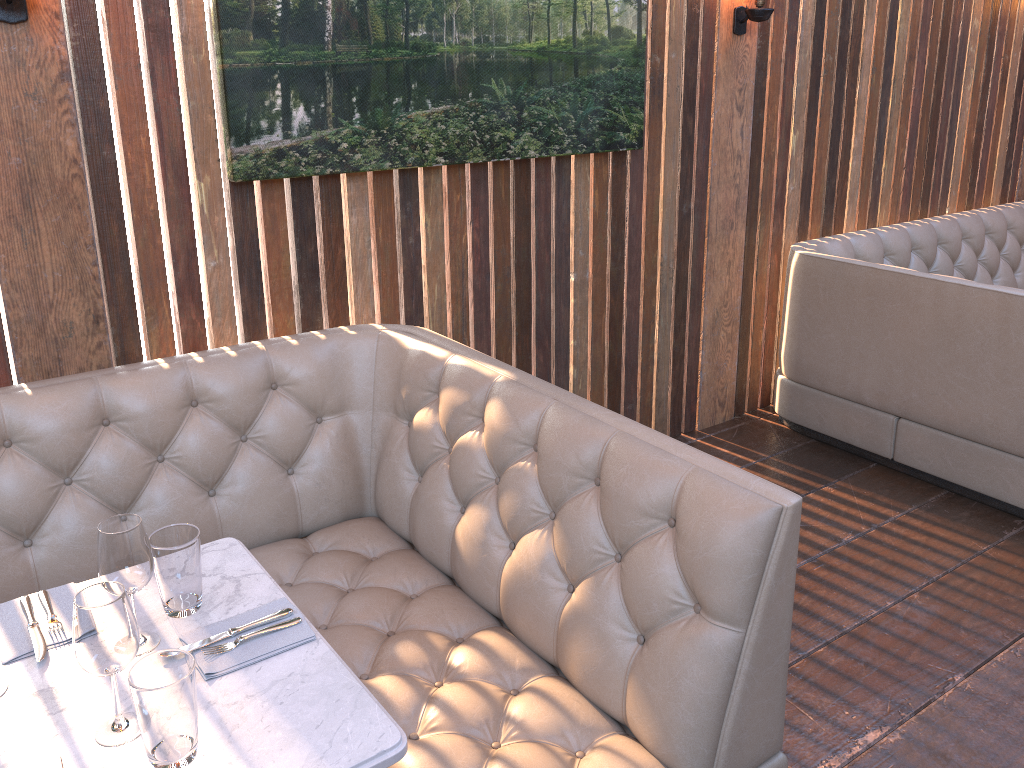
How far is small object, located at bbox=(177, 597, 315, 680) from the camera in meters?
1.6

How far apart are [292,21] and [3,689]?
1.90m

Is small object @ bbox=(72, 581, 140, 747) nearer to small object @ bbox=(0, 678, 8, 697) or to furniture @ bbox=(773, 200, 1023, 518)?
small object @ bbox=(0, 678, 8, 697)

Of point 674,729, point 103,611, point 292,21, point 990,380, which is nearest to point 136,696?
point 103,611

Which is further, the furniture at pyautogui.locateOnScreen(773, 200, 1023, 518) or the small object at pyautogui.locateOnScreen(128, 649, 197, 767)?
the furniture at pyautogui.locateOnScreen(773, 200, 1023, 518)

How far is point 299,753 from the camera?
1.4m

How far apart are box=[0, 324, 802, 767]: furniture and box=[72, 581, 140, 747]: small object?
Result: 0.6 meters

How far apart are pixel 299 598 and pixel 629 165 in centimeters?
214cm

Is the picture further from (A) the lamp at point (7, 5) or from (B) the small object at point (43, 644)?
(B) the small object at point (43, 644)

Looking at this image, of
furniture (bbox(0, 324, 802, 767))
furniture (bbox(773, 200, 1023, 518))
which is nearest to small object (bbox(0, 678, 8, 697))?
furniture (bbox(0, 324, 802, 767))
